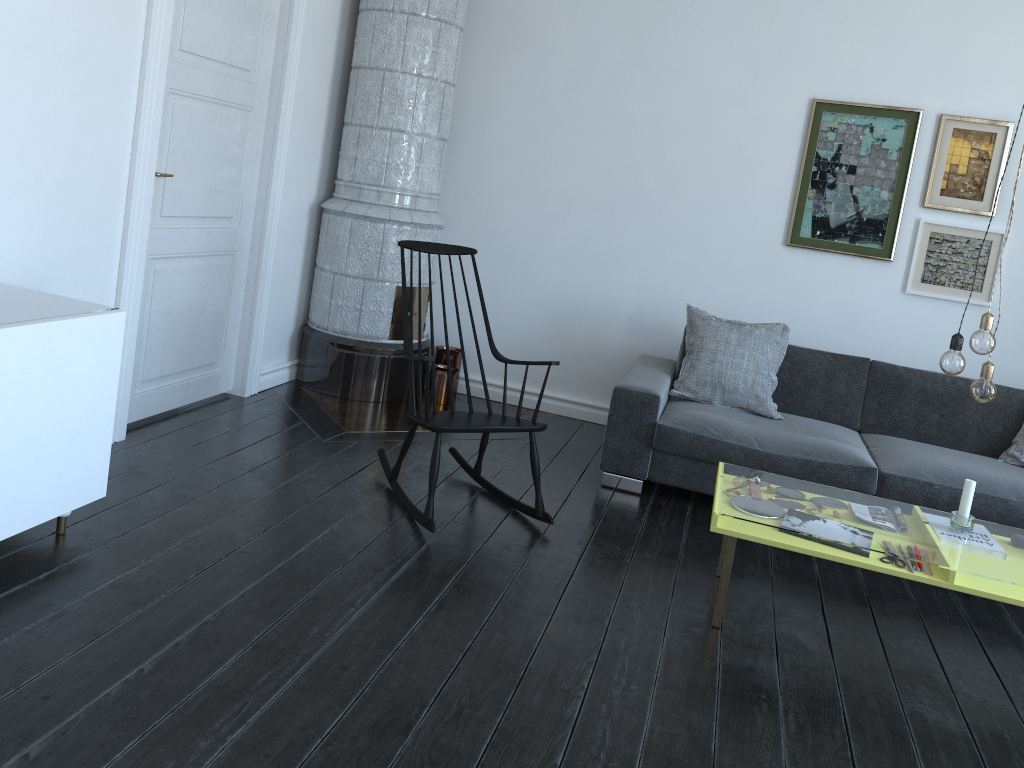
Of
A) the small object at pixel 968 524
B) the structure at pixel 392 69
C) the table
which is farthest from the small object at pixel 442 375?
the small object at pixel 968 524

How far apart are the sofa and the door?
1.9m

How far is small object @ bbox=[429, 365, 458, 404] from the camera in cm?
510

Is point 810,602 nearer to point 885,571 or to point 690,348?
point 885,571

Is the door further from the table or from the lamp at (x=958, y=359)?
the lamp at (x=958, y=359)

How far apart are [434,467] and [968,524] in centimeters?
188cm

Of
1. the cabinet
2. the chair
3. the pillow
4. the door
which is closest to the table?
the chair

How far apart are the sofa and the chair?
0.6m

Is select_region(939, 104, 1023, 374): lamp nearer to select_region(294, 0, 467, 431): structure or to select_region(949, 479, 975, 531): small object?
select_region(949, 479, 975, 531): small object

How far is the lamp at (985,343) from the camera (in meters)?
2.72
